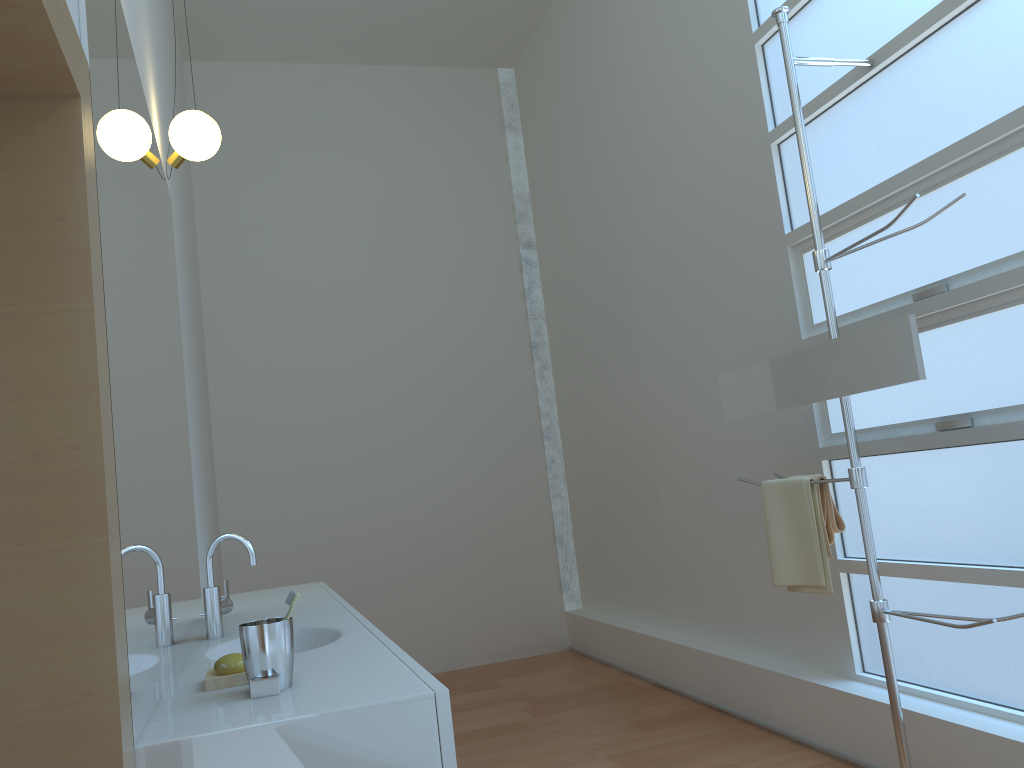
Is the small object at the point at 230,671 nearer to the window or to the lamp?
the lamp

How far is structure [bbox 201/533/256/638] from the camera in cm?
233

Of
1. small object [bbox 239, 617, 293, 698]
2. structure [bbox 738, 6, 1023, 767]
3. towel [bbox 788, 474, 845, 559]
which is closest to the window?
structure [bbox 738, 6, 1023, 767]

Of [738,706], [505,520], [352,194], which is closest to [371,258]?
[352,194]

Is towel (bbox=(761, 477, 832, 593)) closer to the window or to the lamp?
the window

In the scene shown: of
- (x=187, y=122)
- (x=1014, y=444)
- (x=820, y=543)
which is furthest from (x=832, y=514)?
(x=187, y=122)

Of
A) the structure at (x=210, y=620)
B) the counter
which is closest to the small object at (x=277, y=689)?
the counter

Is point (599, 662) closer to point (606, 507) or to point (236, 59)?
point (606, 507)

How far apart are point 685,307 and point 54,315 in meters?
3.2 m

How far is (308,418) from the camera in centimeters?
540cm
